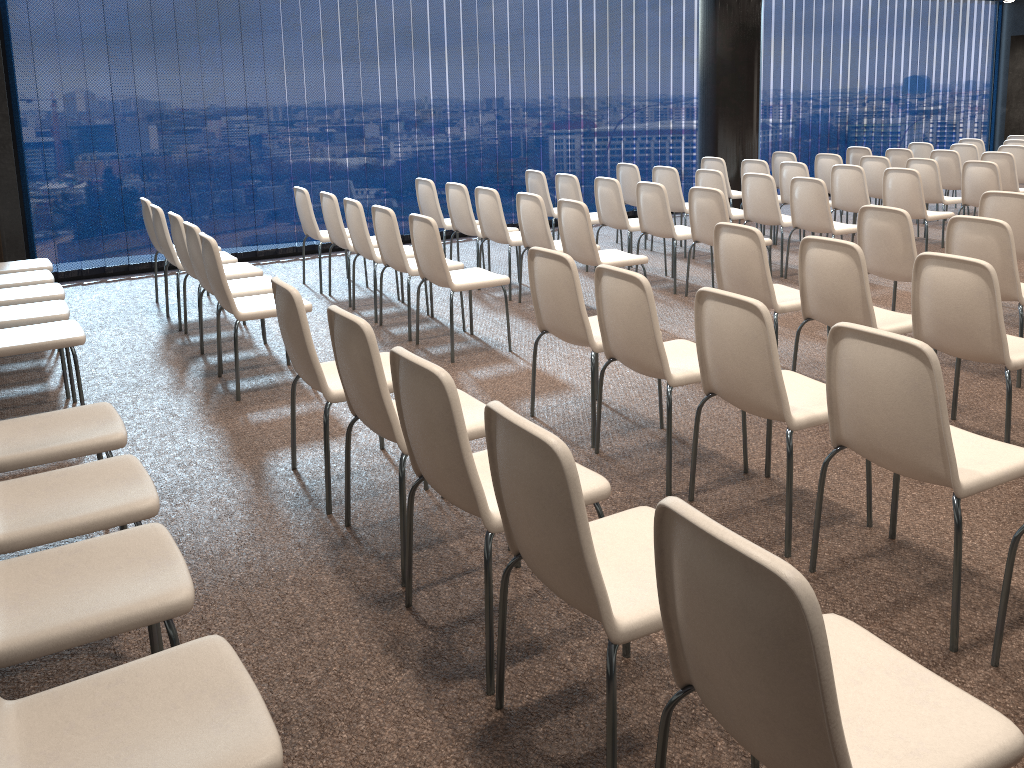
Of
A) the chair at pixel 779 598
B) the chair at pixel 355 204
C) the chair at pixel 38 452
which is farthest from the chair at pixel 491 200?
the chair at pixel 779 598

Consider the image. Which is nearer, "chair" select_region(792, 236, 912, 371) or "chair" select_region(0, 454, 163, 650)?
"chair" select_region(0, 454, 163, 650)

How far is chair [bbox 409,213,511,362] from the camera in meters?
5.3 m

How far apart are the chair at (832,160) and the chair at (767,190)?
2.3m

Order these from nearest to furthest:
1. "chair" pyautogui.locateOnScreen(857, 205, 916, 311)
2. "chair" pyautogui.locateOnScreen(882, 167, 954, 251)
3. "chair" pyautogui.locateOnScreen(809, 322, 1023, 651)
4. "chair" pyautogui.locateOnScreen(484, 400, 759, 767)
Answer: "chair" pyautogui.locateOnScreen(484, 400, 759, 767), "chair" pyautogui.locateOnScreen(809, 322, 1023, 651), "chair" pyautogui.locateOnScreen(857, 205, 916, 311), "chair" pyautogui.locateOnScreen(882, 167, 954, 251)

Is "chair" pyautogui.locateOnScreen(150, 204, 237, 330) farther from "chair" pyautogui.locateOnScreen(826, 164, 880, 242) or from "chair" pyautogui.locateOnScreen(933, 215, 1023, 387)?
"chair" pyautogui.locateOnScreen(826, 164, 880, 242)

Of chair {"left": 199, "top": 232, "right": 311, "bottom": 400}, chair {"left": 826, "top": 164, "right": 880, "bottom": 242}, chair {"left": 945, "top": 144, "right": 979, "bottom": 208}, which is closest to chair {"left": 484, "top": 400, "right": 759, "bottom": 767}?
chair {"left": 199, "top": 232, "right": 311, "bottom": 400}

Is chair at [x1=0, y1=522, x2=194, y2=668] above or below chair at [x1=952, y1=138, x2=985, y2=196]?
below

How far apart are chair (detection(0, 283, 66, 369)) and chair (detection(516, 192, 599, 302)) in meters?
3.1

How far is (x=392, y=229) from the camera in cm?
576
